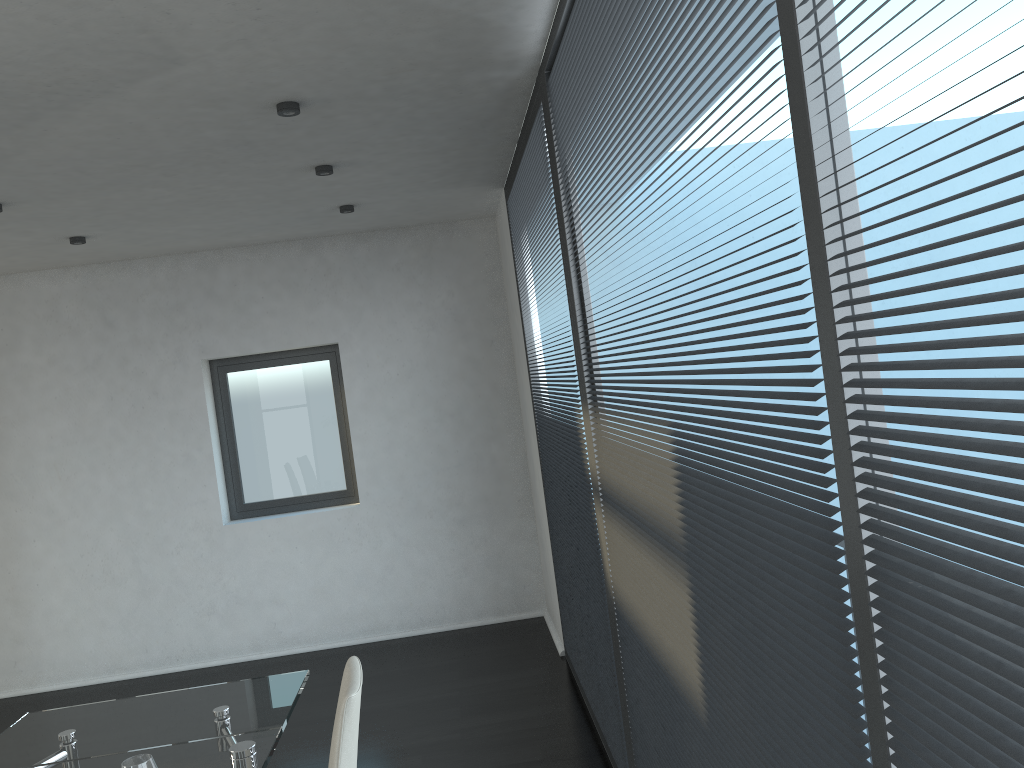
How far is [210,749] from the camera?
2.43m

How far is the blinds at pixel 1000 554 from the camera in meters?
0.8

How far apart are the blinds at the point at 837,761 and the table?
1.1 meters

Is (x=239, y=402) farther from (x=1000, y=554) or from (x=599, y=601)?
(x=1000, y=554)

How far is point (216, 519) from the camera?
5.82m

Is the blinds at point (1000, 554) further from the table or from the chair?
the table

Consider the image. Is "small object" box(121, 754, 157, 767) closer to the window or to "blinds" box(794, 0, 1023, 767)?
"blinds" box(794, 0, 1023, 767)

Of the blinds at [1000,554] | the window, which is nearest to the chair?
the blinds at [1000,554]

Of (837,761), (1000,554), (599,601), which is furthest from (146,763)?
(1000,554)

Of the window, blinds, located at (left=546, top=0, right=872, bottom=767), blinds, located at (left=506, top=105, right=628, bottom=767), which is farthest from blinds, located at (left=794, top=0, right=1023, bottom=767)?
the window
